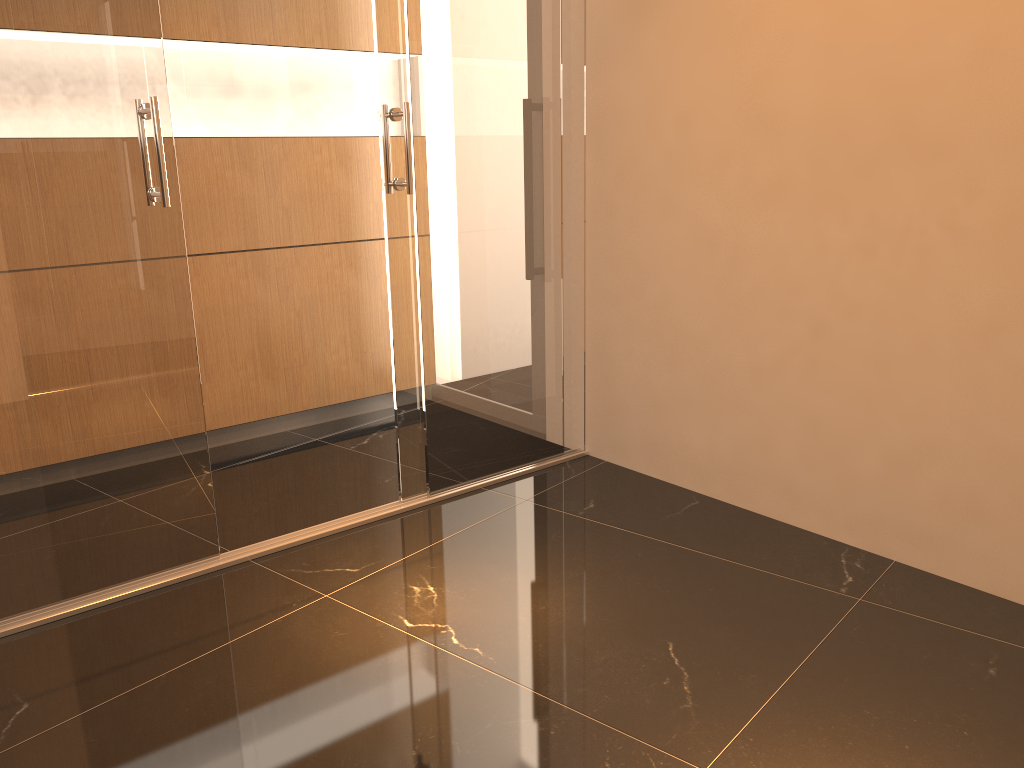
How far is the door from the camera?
2.5m

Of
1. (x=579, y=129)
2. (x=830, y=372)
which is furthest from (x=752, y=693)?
(x=579, y=129)

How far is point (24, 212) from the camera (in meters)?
2.49

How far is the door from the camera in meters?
2.5
